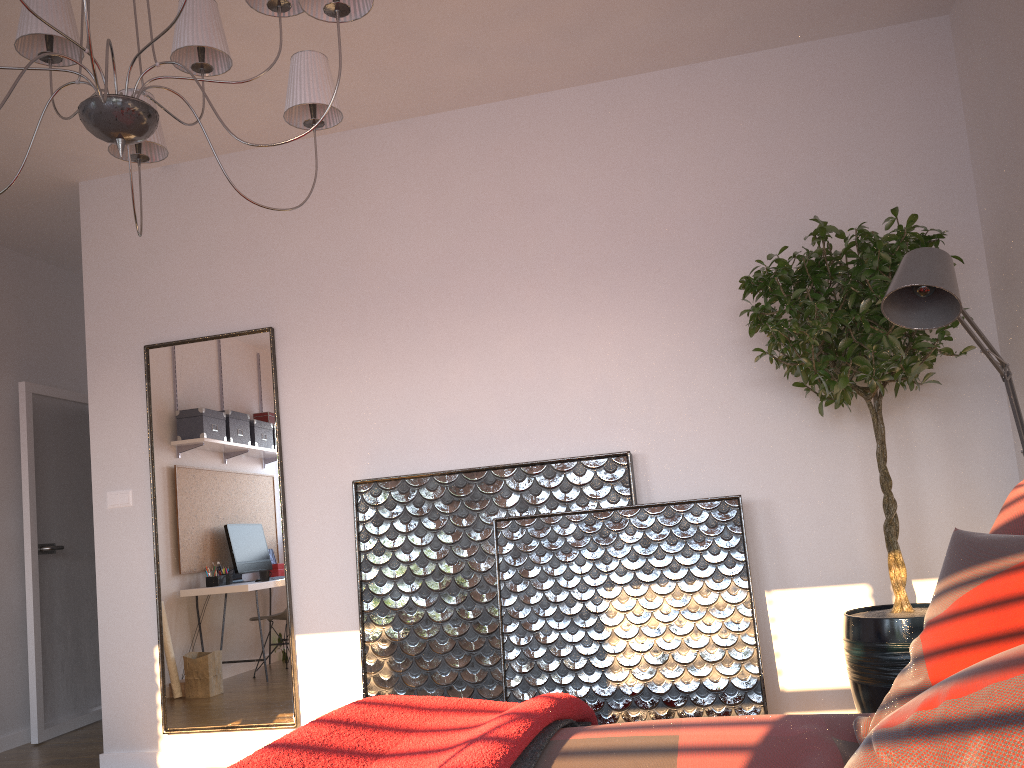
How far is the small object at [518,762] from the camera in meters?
1.5 m

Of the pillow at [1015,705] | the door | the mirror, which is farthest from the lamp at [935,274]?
the door

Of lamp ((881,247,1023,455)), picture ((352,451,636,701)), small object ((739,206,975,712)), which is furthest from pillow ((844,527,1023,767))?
picture ((352,451,636,701))

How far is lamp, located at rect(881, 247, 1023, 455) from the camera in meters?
2.3 m

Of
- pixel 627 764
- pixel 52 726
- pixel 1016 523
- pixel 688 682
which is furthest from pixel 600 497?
pixel 52 726

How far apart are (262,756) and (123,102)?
1.42m

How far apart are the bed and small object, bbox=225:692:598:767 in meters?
0.0 m

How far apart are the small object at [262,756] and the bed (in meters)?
0.03

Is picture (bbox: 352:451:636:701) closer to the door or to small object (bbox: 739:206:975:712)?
small object (bbox: 739:206:975:712)

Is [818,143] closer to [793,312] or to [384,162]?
[793,312]
